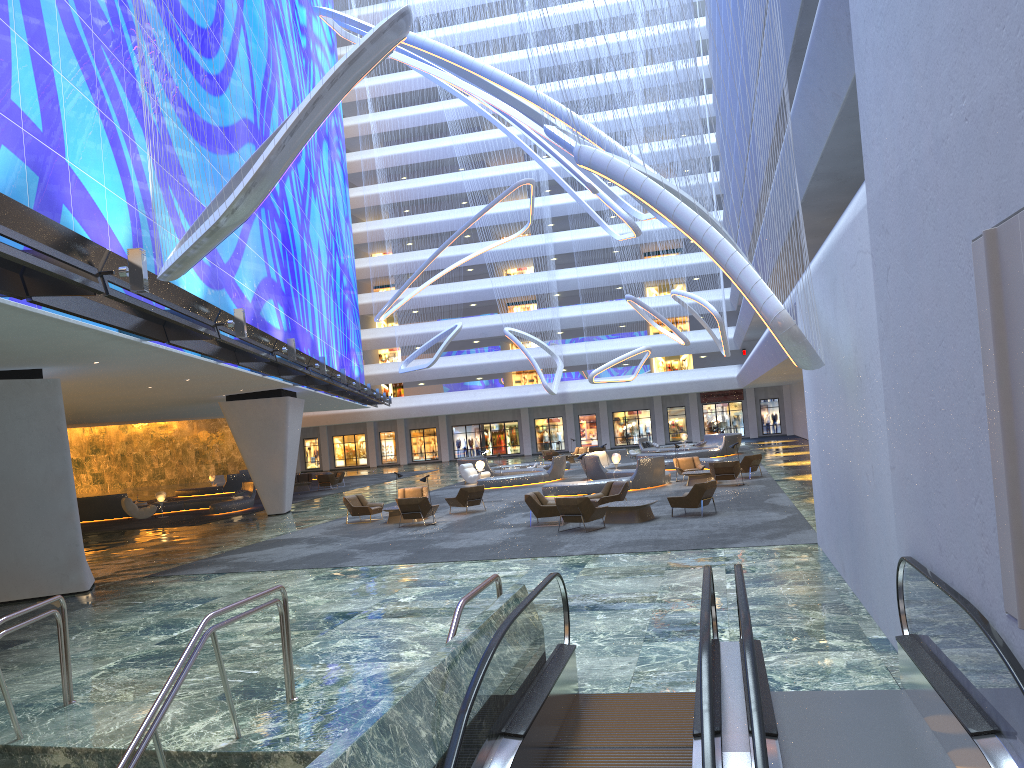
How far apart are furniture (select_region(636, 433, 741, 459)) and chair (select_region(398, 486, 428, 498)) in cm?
1799

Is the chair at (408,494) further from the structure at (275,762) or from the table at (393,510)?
the structure at (275,762)

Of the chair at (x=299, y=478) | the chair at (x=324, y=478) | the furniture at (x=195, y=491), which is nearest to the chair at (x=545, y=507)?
the chair at (x=324, y=478)

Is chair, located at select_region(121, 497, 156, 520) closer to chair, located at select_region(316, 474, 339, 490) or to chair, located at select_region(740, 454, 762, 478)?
chair, located at select_region(316, 474, 339, 490)

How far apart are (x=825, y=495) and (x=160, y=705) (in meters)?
9.75

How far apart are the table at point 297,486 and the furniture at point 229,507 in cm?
684

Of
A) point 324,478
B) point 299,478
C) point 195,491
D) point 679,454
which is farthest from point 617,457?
point 195,491

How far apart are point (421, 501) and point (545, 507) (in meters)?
3.76

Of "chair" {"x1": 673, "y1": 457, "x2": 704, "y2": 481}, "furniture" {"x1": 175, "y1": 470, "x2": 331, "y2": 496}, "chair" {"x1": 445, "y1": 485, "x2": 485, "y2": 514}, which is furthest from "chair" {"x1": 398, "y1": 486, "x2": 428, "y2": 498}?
"furniture" {"x1": 175, "y1": 470, "x2": 331, "y2": 496}

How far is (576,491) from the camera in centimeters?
2743cm
